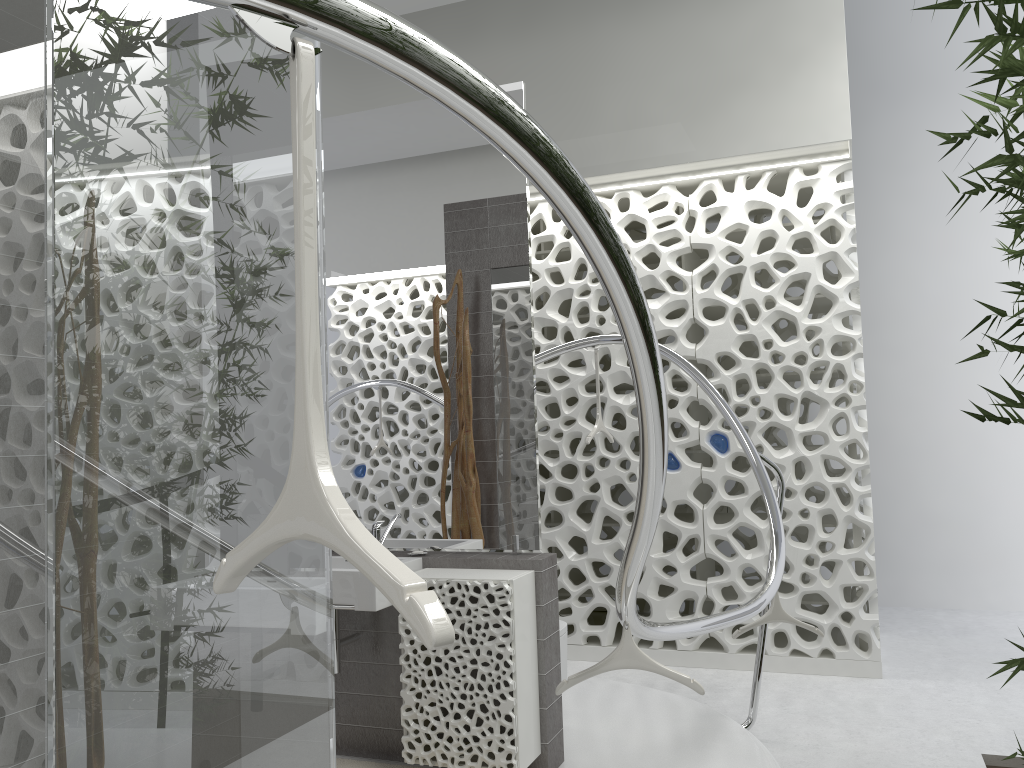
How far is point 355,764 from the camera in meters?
3.6

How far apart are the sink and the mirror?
0.2 meters

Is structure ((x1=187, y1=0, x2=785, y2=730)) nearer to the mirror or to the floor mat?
the mirror

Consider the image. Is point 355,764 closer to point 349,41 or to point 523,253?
point 523,253

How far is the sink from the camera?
3.3m

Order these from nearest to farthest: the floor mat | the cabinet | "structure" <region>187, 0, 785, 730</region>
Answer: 1. "structure" <region>187, 0, 785, 730</region>
2. the cabinet
3. the floor mat

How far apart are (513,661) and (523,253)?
1.6 meters

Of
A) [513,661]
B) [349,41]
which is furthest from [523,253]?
[349,41]

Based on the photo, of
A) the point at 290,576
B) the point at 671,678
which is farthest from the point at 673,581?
the point at 290,576

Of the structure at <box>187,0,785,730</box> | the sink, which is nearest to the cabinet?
the sink
